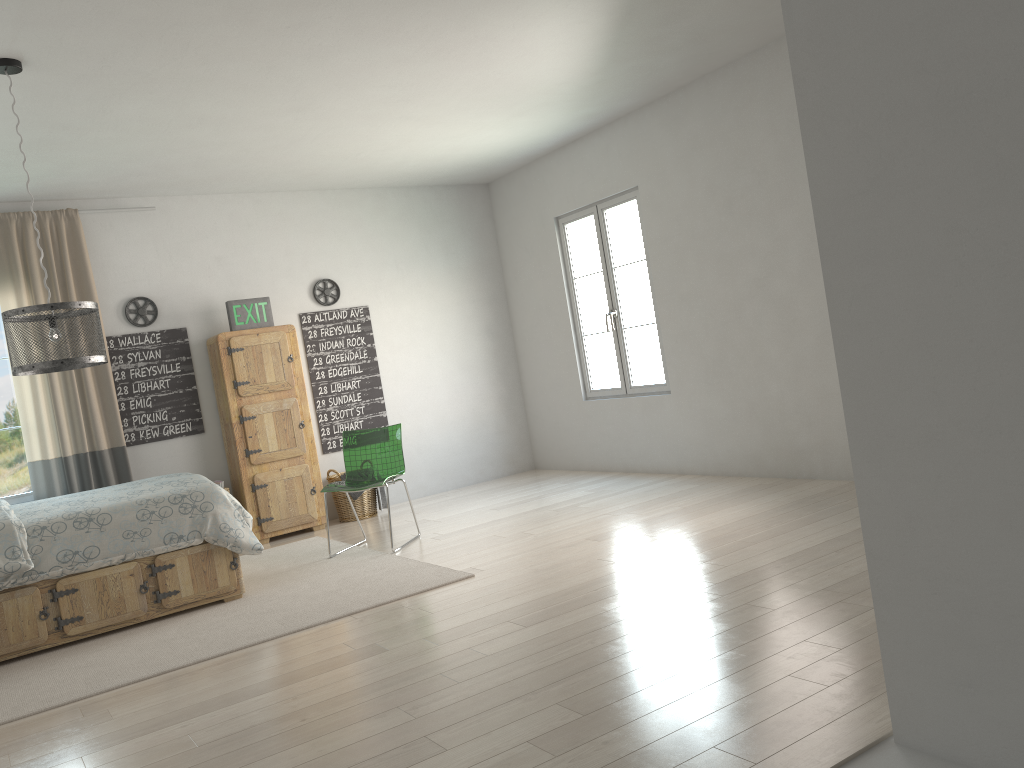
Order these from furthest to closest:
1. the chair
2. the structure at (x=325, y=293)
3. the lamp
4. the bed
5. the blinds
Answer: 1. the structure at (x=325, y=293)
2. the blinds
3. the chair
4. the bed
5. the lamp

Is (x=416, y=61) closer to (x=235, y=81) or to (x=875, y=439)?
(x=235, y=81)

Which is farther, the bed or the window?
the window

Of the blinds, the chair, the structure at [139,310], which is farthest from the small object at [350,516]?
the structure at [139,310]

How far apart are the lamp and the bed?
0.84m

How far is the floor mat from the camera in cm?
372

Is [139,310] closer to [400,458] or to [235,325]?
[235,325]

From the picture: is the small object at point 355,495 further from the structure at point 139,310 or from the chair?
the structure at point 139,310

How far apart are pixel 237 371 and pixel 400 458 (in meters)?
1.58

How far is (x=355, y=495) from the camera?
6.81m
